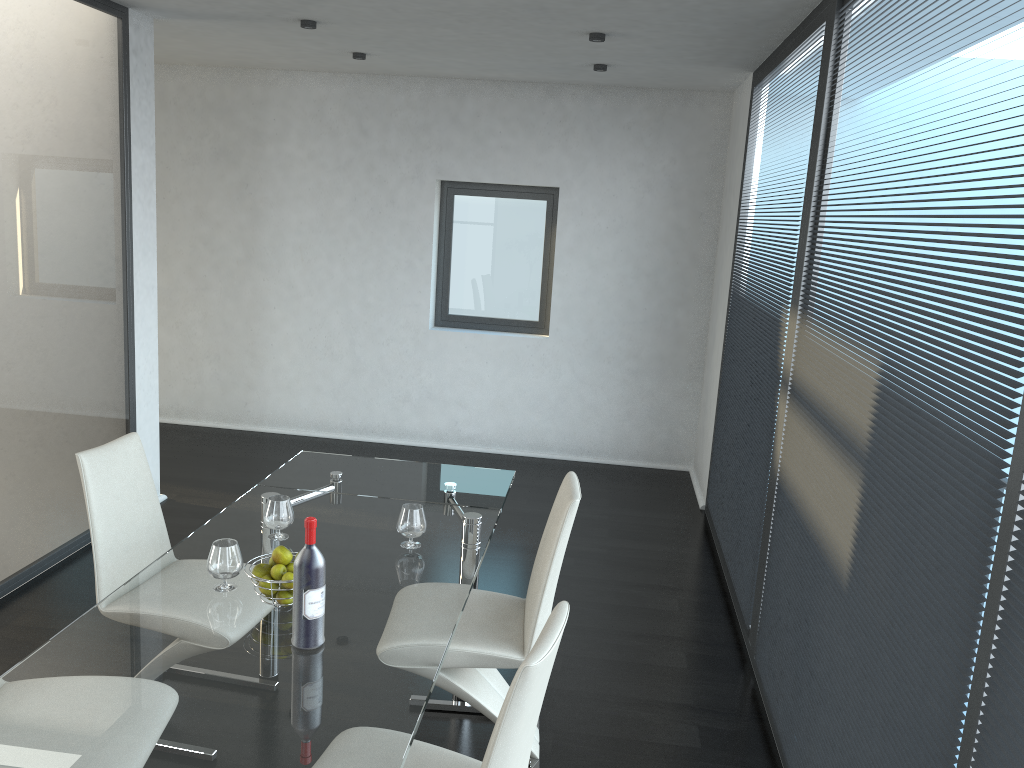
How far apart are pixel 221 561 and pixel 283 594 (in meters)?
0.22

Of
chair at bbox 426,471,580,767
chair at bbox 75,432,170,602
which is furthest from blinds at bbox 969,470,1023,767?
chair at bbox 75,432,170,602

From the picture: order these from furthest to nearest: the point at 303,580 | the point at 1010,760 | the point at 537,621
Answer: the point at 537,621 → the point at 303,580 → the point at 1010,760

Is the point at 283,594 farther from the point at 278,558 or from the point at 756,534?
the point at 756,534

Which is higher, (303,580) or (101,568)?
(303,580)

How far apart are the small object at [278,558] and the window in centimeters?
453cm

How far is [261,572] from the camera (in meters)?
2.35

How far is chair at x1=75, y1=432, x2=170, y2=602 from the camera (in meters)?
2.87

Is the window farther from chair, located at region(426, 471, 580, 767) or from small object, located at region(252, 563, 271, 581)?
small object, located at region(252, 563, 271, 581)

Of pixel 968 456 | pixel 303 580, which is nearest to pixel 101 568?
pixel 303 580
